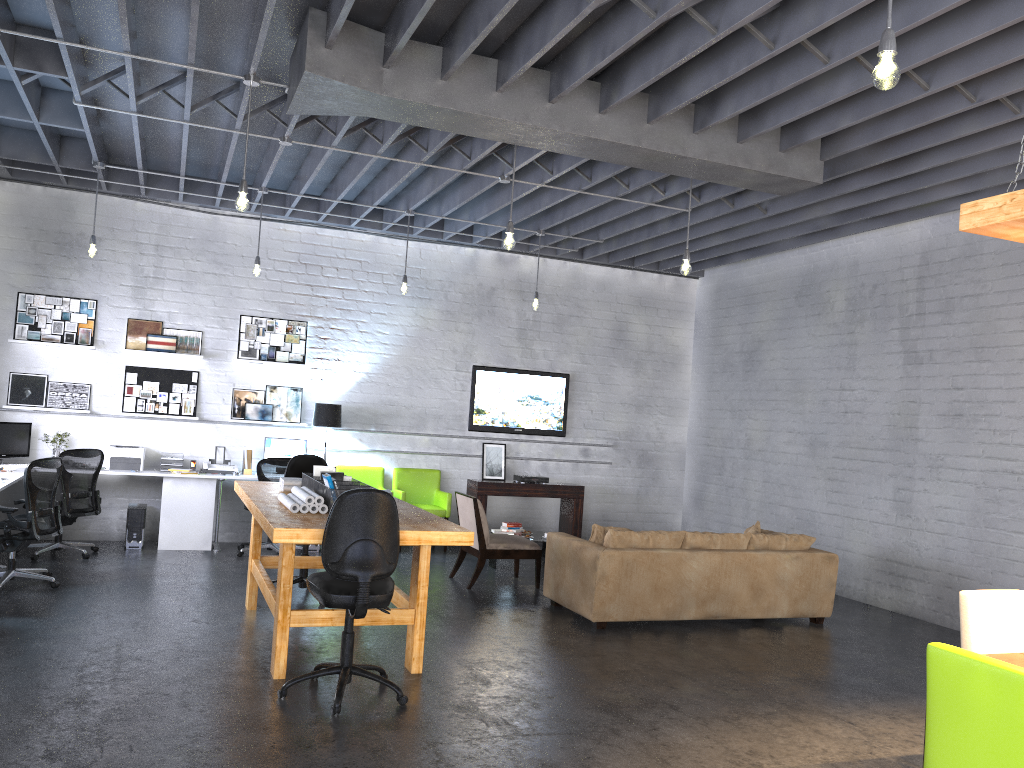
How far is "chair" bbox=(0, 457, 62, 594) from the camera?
6.8 meters

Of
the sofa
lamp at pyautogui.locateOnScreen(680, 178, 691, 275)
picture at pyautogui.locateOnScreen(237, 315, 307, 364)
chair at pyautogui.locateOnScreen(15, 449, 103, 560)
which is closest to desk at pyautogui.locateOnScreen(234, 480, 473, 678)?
the sofa

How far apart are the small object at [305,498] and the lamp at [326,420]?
4.08m

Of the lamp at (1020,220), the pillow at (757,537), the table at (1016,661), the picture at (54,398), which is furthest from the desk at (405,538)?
the picture at (54,398)

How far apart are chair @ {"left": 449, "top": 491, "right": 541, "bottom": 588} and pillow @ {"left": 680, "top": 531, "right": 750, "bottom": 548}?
1.6m

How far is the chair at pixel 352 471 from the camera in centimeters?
1031cm

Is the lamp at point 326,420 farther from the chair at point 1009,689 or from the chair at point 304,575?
the chair at point 1009,689

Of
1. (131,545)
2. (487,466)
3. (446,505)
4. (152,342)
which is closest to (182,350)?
(152,342)

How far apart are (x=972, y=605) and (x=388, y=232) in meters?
7.9

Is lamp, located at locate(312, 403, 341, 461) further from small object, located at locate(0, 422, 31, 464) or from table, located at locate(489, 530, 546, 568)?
small object, located at locate(0, 422, 31, 464)
